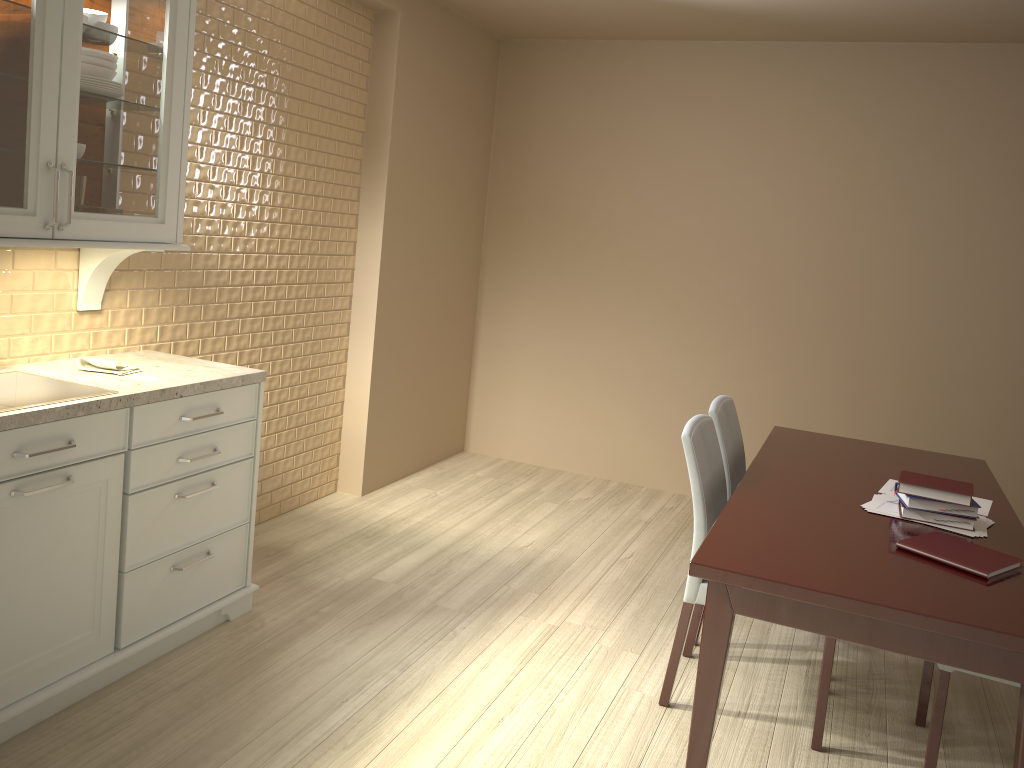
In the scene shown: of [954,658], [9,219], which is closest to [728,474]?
[954,658]

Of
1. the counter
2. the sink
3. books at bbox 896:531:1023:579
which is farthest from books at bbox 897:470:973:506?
the sink

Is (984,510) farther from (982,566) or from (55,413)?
(55,413)

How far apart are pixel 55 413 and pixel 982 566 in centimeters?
222cm

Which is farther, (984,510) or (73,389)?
(984,510)

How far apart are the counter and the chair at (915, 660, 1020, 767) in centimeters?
216cm

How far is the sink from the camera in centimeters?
241cm

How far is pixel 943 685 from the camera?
2.3m

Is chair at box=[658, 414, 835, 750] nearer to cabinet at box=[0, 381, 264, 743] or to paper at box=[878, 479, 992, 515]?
paper at box=[878, 479, 992, 515]

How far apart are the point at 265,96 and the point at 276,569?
1.8m
